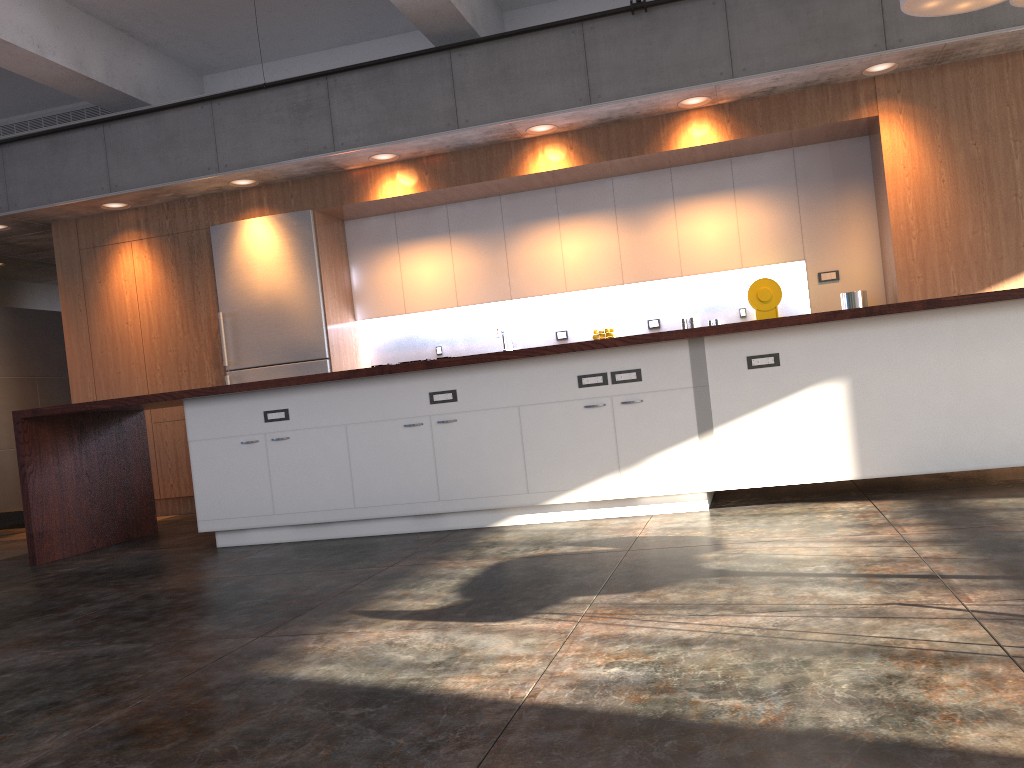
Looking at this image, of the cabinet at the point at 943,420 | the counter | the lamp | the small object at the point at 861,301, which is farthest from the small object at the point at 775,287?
the counter

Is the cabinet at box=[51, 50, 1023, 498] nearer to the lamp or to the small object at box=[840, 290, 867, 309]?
the small object at box=[840, 290, 867, 309]

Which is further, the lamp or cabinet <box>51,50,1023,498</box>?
cabinet <box>51,50,1023,498</box>

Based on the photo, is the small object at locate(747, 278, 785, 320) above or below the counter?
above

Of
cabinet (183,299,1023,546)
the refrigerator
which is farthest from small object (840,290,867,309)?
the refrigerator

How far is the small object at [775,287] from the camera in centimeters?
681cm

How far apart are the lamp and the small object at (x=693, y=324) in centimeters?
283cm

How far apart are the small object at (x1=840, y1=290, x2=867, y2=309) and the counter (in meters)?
2.36

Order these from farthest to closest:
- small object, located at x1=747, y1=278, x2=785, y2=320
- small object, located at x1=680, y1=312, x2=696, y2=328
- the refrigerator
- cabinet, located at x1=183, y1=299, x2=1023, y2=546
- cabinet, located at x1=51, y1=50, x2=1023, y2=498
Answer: the refrigerator
small object, located at x1=680, y1=312, x2=696, y2=328
small object, located at x1=747, y1=278, x2=785, y2=320
cabinet, located at x1=51, y1=50, x2=1023, y2=498
cabinet, located at x1=183, y1=299, x2=1023, y2=546

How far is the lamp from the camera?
4.95m
